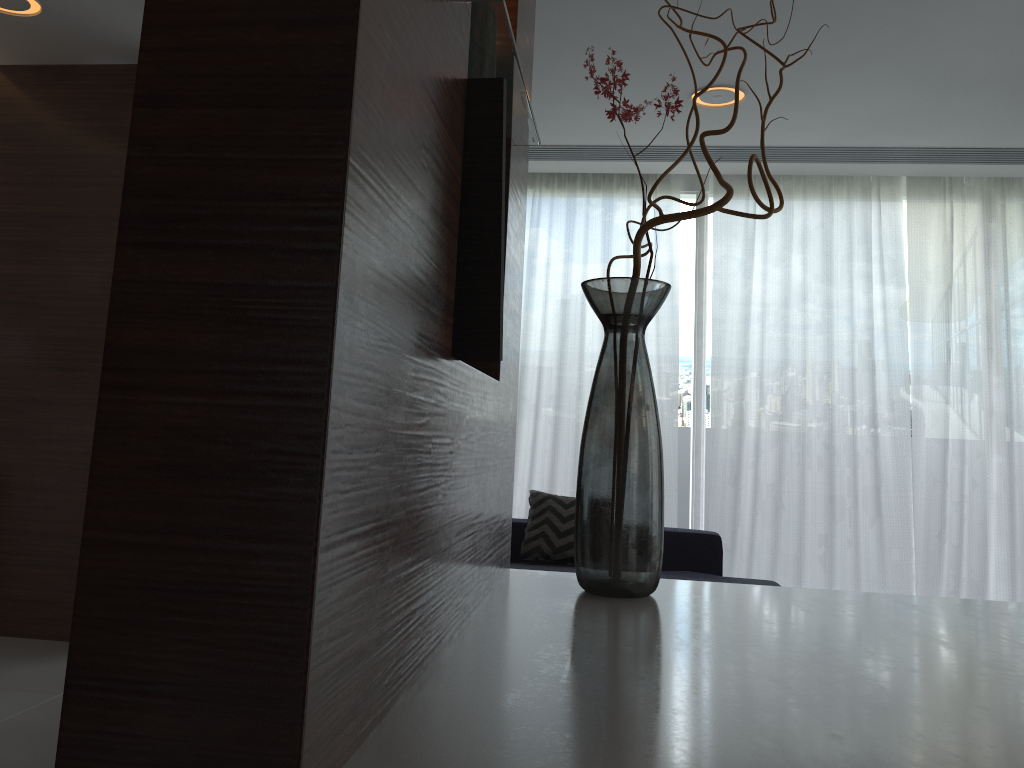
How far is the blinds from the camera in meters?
5.0

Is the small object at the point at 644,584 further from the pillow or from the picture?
the picture

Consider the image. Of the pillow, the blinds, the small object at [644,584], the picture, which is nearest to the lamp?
the small object at [644,584]

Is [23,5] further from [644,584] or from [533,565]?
[644,584]

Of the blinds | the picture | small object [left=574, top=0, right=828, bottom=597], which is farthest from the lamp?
the picture

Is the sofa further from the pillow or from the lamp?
the lamp

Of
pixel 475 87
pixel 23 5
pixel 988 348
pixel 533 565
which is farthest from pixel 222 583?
pixel 988 348

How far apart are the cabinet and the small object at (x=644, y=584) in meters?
0.1 m

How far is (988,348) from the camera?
5.0m

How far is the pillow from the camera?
4.42m
